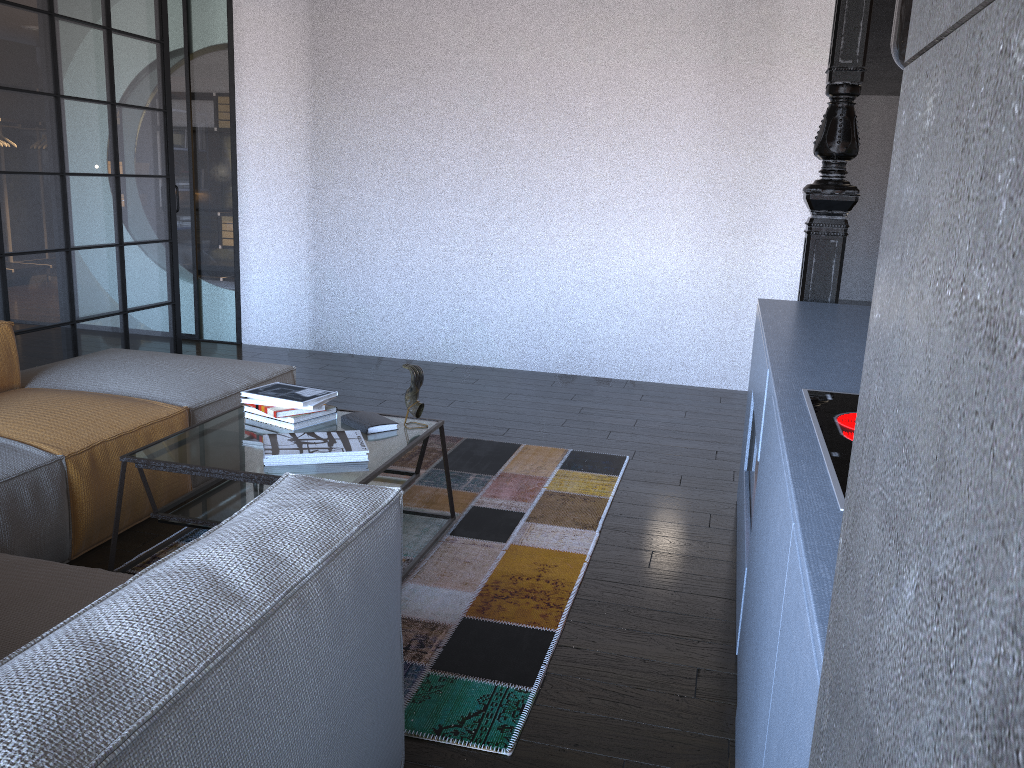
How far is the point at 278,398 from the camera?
3.0 meters

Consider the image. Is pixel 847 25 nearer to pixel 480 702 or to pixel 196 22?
pixel 480 702

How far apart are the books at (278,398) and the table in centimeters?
9cm

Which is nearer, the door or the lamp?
the lamp

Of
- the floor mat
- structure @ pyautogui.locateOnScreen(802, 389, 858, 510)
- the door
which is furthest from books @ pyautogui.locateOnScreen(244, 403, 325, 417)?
the door

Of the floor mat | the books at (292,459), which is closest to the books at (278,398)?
the books at (292,459)

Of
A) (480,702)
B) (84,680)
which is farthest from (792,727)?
(480,702)

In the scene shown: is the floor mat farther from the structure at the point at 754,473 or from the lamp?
the lamp

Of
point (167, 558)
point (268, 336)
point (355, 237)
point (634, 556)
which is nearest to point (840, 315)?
point (634, 556)

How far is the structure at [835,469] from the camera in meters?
1.4 m
